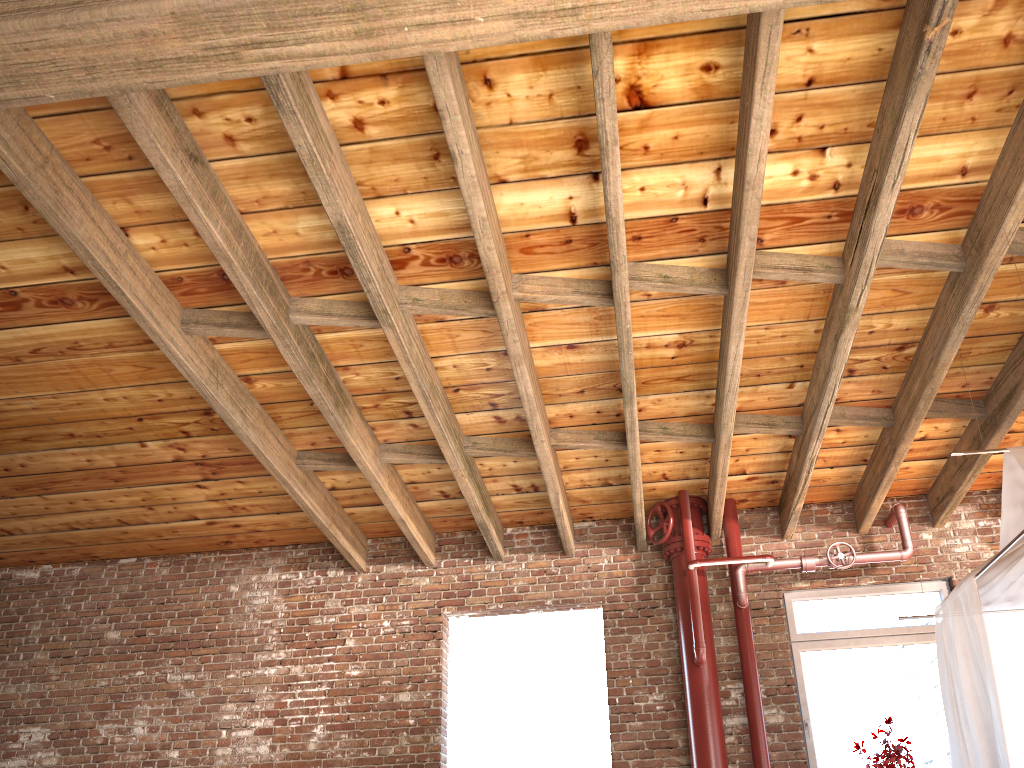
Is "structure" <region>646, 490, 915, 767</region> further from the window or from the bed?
the bed

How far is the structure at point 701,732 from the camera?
6.0 meters

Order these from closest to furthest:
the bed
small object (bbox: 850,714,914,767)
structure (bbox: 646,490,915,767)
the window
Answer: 1. the bed
2. small object (bbox: 850,714,914,767)
3. structure (bbox: 646,490,915,767)
4. the window

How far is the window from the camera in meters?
6.2 m

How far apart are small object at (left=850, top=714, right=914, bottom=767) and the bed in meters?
1.0

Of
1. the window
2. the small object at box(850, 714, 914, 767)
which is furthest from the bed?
the window

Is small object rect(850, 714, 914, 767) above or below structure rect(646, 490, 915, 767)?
below

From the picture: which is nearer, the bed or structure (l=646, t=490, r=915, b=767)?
the bed

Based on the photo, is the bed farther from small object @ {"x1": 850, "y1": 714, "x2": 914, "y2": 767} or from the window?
the window

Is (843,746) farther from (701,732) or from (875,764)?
(701,732)
